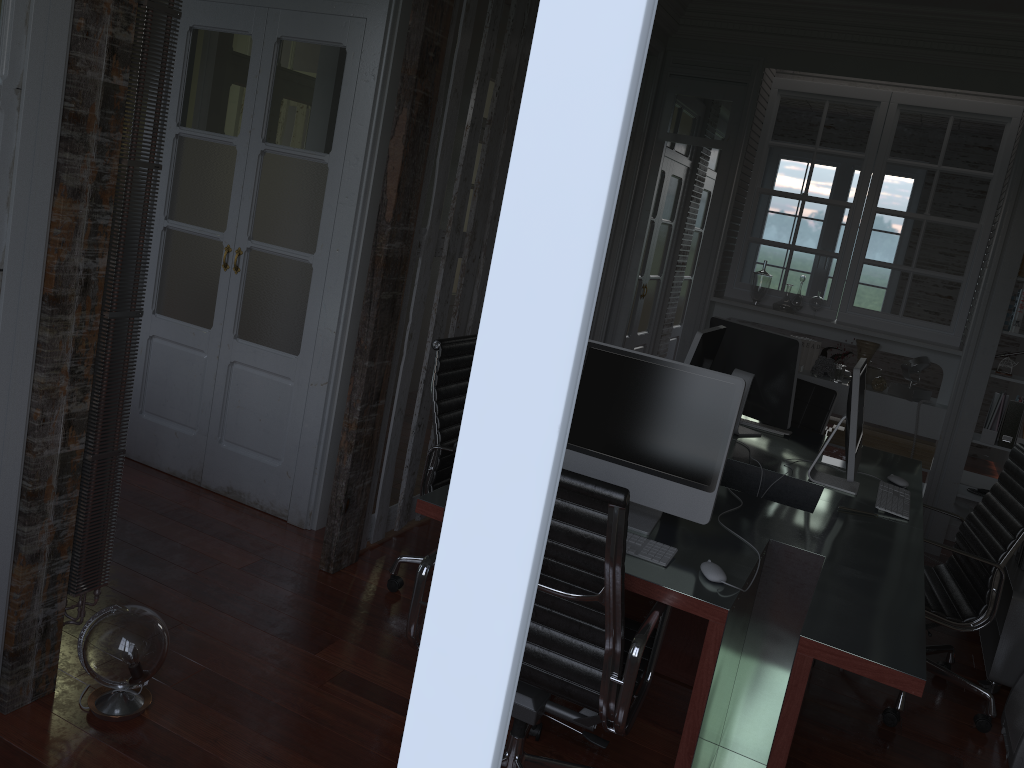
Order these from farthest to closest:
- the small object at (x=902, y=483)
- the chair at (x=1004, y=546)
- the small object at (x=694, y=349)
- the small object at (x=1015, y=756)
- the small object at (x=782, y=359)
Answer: the small object at (x=782, y=359)
the small object at (x=902, y=483)
the small object at (x=694, y=349)
the chair at (x=1004, y=546)
the small object at (x=1015, y=756)

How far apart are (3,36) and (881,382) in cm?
A: 486

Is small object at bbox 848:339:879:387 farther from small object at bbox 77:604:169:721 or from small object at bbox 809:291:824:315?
small object at bbox 77:604:169:721

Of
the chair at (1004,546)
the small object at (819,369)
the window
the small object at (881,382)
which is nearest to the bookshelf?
the chair at (1004,546)

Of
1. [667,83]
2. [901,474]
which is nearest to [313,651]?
[901,474]

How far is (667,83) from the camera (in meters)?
5.64

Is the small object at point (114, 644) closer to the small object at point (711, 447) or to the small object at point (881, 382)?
the small object at point (711, 447)

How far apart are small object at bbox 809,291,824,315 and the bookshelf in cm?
192

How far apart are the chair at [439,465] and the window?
3.0 meters

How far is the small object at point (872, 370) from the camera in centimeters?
555cm
